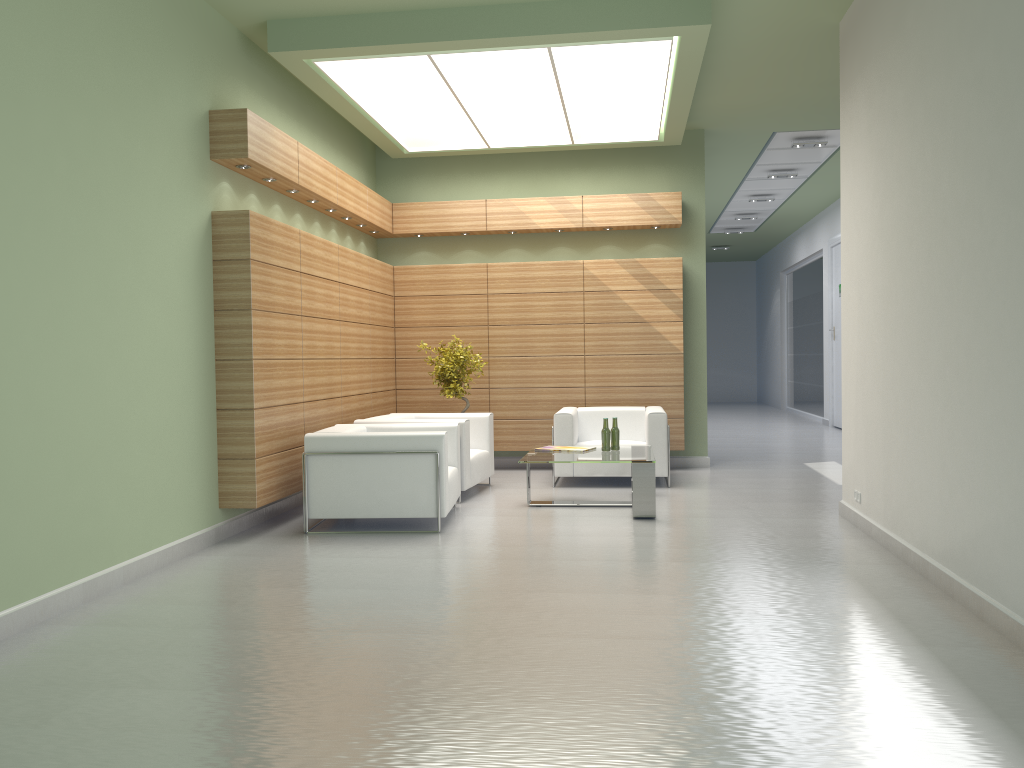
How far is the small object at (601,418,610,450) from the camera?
12.64m

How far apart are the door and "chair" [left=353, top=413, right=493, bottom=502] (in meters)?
13.91

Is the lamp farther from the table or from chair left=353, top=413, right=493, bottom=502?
the table

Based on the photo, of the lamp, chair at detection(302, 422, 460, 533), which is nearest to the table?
chair at detection(302, 422, 460, 533)

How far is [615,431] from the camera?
12.7m

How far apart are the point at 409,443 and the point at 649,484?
3.14m

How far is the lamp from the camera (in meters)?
11.48

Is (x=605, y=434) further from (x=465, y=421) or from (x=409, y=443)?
(x=409, y=443)

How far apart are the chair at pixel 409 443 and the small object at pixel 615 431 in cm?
229

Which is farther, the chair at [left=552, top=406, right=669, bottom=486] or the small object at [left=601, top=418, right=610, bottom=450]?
the chair at [left=552, top=406, right=669, bottom=486]
